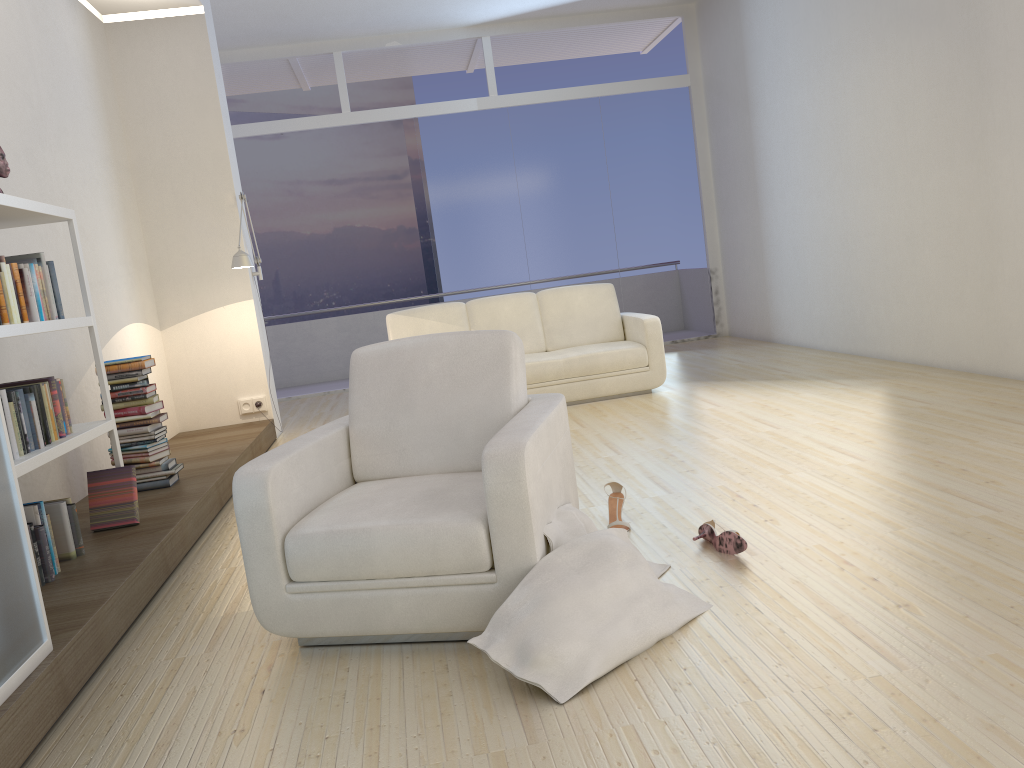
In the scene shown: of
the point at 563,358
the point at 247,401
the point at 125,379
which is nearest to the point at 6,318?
the point at 125,379

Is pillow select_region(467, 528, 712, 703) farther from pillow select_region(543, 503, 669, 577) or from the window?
the window

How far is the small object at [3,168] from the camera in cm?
356

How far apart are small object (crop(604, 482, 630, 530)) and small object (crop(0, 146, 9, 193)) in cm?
276

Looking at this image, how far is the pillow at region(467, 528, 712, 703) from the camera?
2.2 meters

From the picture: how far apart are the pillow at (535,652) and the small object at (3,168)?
2.74m

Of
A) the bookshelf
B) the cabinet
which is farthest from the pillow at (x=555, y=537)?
the bookshelf

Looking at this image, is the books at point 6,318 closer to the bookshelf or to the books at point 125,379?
the bookshelf

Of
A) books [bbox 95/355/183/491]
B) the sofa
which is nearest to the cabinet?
books [bbox 95/355/183/491]

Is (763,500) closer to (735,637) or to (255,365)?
(735,637)
